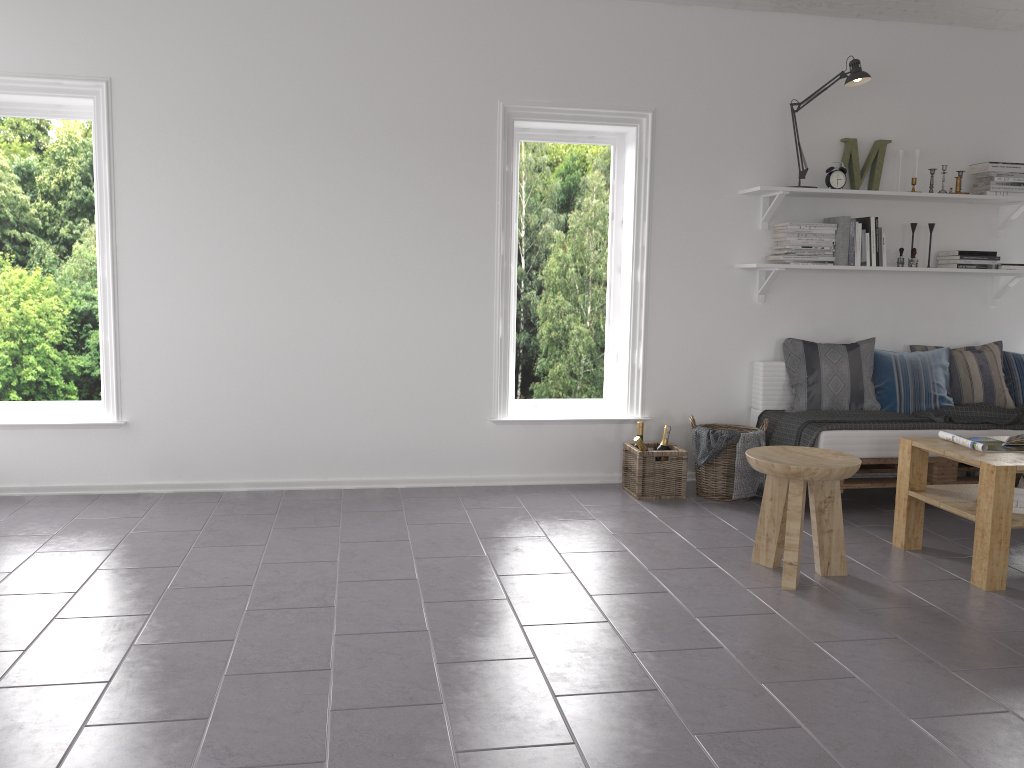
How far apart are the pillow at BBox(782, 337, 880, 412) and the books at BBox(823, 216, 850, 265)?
0.46m

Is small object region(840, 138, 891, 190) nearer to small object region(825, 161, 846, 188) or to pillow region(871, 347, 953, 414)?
small object region(825, 161, 846, 188)

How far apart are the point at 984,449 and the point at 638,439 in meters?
1.6

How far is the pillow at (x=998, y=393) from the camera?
4.96m

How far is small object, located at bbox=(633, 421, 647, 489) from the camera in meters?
4.8 m

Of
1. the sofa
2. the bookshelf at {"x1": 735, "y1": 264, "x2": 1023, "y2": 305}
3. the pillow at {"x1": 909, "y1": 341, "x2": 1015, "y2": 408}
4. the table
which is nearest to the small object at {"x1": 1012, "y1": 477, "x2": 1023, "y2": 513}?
the table

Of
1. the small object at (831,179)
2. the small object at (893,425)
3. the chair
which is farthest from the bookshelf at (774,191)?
the chair

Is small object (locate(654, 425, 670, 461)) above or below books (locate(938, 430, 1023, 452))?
below

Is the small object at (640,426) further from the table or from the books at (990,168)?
the books at (990,168)

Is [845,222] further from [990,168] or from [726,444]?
[726,444]
